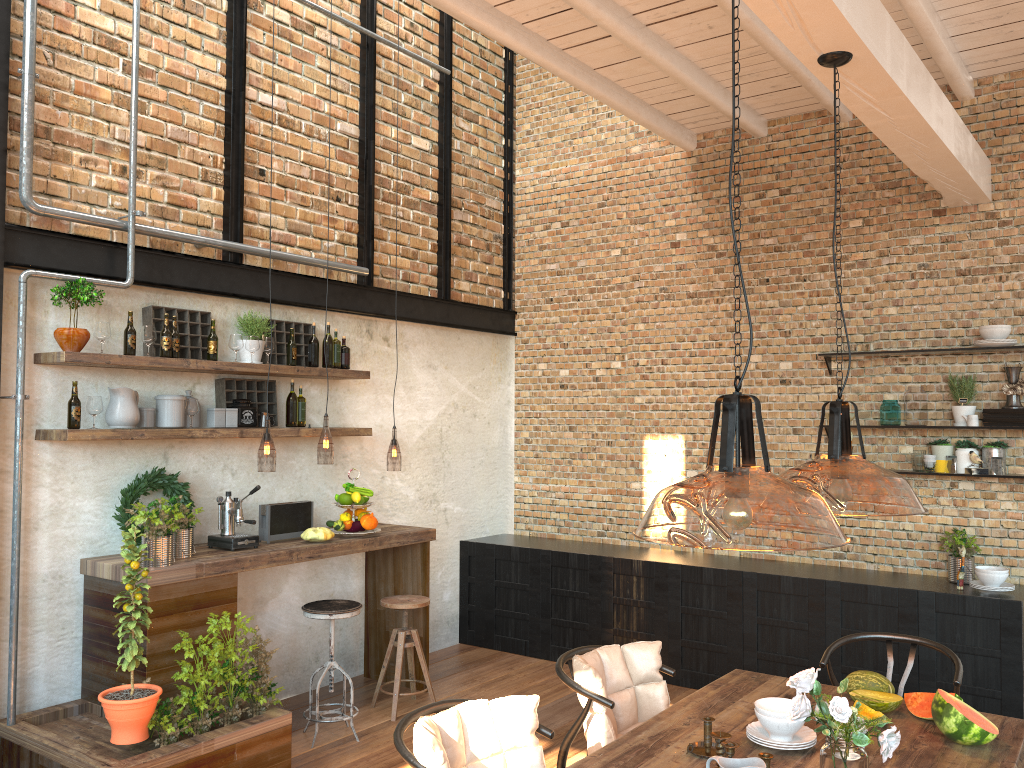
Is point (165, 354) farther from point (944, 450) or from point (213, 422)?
point (944, 450)

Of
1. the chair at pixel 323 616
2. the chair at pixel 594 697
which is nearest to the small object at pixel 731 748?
the chair at pixel 594 697

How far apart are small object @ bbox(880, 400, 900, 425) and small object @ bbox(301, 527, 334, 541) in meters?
3.7 m

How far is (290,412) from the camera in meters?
5.6 m

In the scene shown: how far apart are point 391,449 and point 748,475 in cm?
755

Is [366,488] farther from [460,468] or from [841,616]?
[841,616]

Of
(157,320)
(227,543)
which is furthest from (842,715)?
(157,320)

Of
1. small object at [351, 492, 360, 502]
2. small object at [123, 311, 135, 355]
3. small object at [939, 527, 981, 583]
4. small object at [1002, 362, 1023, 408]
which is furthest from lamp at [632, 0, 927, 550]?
small object at [123, 311, 135, 355]

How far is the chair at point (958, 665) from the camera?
3.8m

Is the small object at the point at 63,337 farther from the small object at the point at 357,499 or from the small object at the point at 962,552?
the small object at the point at 962,552
